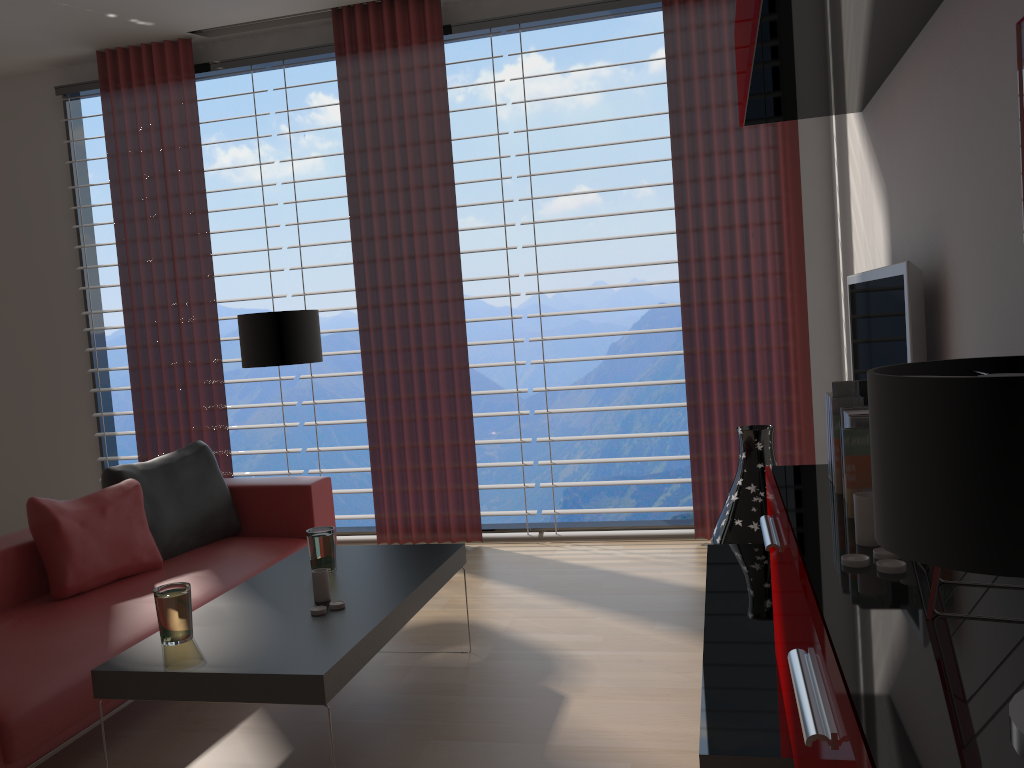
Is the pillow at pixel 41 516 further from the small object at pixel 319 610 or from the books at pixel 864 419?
the books at pixel 864 419

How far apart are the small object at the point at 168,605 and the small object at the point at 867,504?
2.5 meters

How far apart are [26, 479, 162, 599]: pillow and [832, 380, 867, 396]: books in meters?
3.8

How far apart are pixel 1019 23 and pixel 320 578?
3.2m

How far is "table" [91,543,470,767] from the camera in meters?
3.1

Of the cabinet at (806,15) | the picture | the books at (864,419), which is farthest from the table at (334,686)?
the picture

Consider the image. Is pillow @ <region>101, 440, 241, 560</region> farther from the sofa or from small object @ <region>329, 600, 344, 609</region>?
small object @ <region>329, 600, 344, 609</region>

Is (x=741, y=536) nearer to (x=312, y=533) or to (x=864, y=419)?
(x=312, y=533)

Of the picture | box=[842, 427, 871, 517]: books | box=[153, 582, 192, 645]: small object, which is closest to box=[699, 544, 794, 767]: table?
box=[842, 427, 871, 517]: books

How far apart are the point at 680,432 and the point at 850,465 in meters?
4.1
